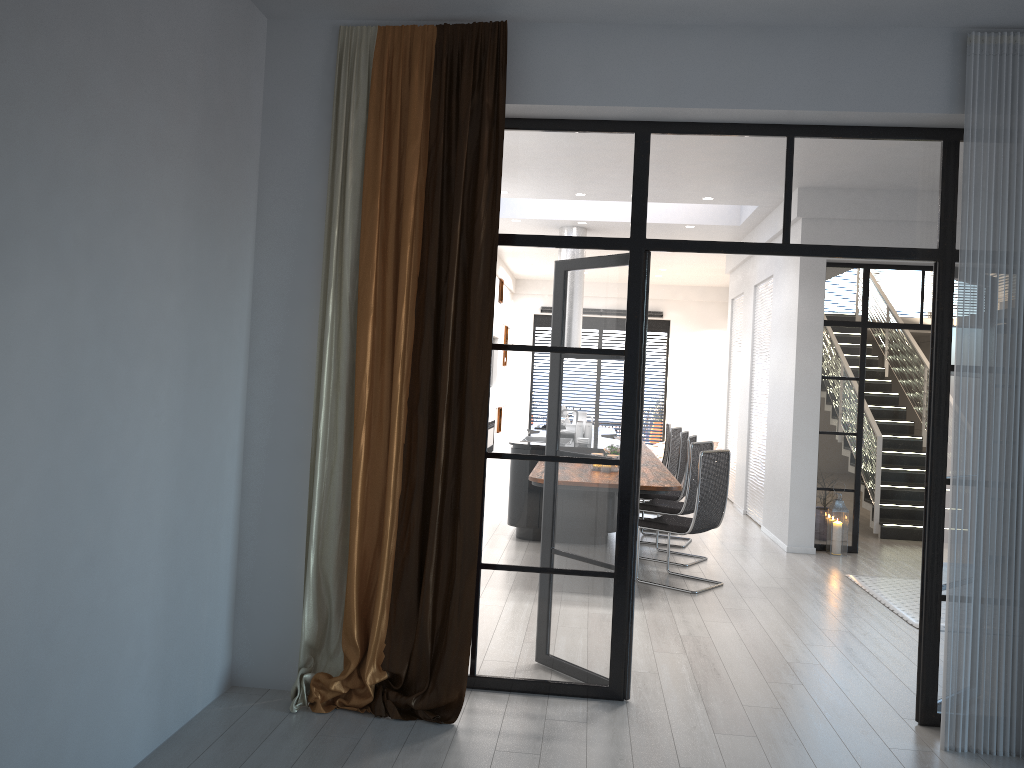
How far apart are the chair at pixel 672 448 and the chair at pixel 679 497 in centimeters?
130cm

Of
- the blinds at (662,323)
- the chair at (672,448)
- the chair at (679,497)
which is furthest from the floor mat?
the blinds at (662,323)

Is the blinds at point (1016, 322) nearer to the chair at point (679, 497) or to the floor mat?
the floor mat

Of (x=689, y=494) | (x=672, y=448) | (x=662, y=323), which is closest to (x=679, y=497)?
(x=689, y=494)

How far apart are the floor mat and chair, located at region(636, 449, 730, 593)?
1.24m

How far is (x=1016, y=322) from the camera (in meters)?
3.73

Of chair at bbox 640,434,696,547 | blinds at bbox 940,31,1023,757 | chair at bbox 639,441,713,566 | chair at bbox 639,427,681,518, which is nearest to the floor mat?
chair at bbox 639,441,713,566

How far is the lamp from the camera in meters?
8.1 m

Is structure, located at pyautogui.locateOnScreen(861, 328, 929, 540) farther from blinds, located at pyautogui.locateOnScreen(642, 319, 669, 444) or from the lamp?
blinds, located at pyautogui.locateOnScreen(642, 319, 669, 444)

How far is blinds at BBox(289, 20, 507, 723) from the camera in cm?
383
